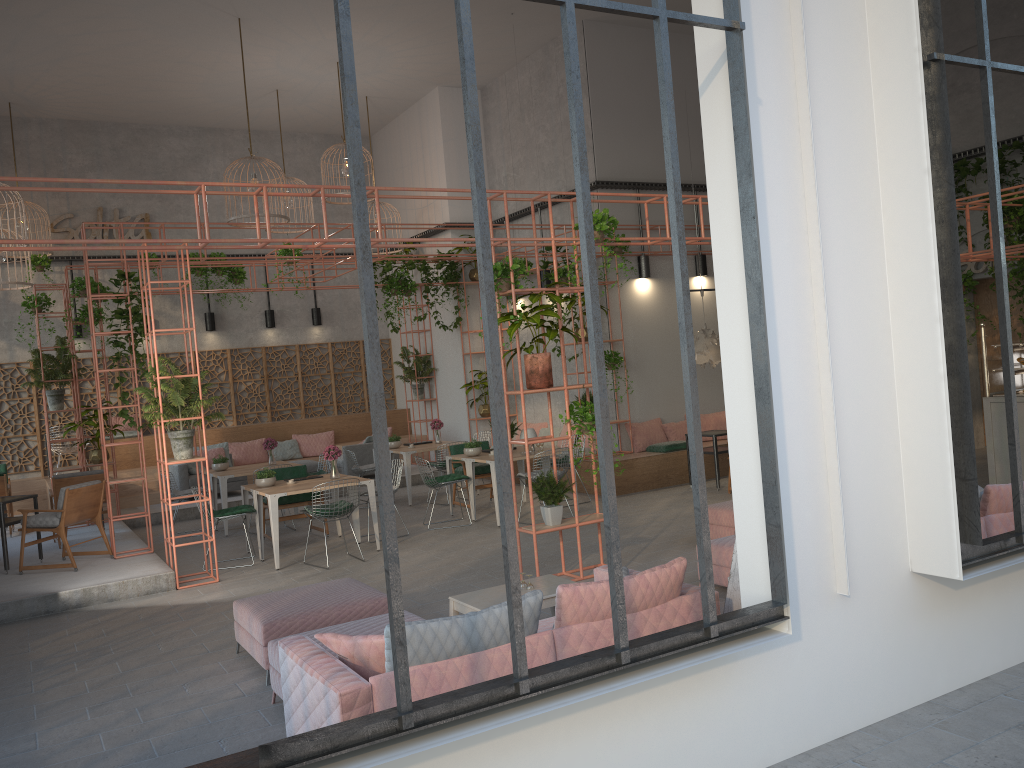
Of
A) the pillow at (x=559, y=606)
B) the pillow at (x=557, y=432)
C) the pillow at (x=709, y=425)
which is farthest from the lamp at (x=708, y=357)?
the pillow at (x=559, y=606)

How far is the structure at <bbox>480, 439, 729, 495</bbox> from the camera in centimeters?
1296cm

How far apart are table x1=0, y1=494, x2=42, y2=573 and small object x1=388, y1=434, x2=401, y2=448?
5.6m

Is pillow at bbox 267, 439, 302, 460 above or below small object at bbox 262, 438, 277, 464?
below

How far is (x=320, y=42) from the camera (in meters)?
13.87

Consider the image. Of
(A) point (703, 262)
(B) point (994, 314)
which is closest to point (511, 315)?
(A) point (703, 262)

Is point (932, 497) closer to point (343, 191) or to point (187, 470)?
point (187, 470)

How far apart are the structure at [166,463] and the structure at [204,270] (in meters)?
8.02

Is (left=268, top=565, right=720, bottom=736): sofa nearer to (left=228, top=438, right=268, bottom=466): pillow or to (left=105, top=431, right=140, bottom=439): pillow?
(left=228, top=438, right=268, bottom=466): pillow

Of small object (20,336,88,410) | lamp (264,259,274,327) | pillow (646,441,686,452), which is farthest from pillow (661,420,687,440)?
small object (20,336,88,410)
